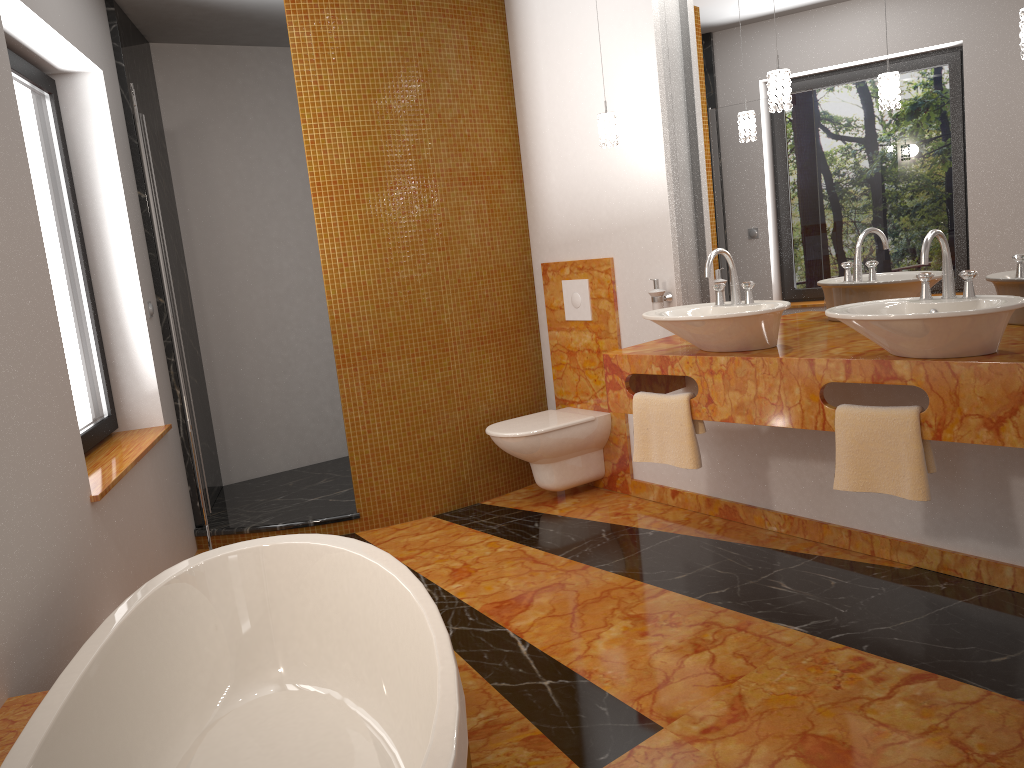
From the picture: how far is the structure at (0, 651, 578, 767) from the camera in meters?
1.8 m

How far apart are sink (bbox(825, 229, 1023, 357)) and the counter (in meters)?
0.02

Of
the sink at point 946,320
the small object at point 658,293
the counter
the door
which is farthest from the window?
the sink at point 946,320

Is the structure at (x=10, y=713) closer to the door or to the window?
the door

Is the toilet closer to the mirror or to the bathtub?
the mirror

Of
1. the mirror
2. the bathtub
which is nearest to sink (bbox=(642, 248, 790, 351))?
the mirror

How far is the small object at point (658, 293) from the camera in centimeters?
378cm

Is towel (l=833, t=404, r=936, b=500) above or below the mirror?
below

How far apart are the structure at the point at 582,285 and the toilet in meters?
0.5 m

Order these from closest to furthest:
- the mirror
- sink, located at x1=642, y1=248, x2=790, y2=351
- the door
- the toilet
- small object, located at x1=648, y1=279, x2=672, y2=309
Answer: the mirror < sink, located at x1=642, y1=248, x2=790, y2=351 < the door < small object, located at x1=648, y1=279, x2=672, y2=309 < the toilet
